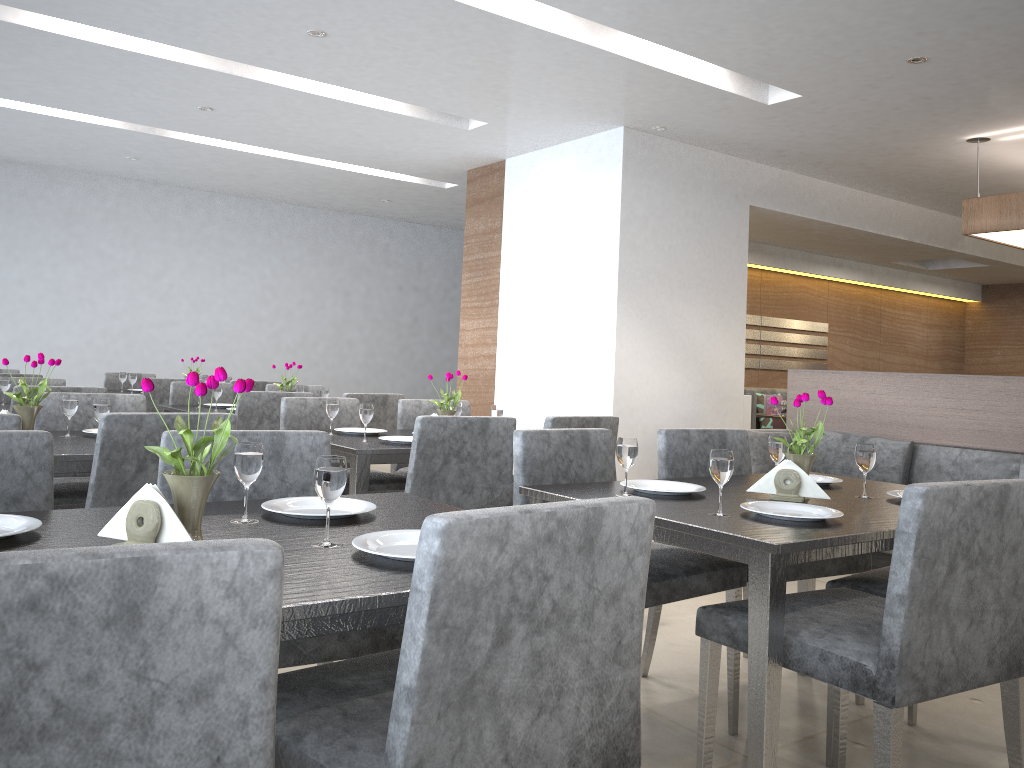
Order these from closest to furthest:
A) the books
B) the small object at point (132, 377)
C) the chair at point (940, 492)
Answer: the chair at point (940, 492)
the small object at point (132, 377)
the books

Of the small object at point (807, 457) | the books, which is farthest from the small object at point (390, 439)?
the books

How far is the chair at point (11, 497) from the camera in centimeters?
171cm

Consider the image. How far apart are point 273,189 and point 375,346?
2.1m

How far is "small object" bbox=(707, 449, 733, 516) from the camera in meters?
1.9 m

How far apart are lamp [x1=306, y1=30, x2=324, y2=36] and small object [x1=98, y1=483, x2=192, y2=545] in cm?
339

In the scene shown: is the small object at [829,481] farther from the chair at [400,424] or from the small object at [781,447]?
the chair at [400,424]

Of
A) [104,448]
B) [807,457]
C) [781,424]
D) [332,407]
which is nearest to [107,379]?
[332,407]

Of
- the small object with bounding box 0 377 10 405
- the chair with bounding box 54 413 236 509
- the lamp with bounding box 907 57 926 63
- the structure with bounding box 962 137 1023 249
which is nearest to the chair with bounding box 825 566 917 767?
the chair with bounding box 54 413 236 509

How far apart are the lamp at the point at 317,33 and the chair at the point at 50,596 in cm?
386
